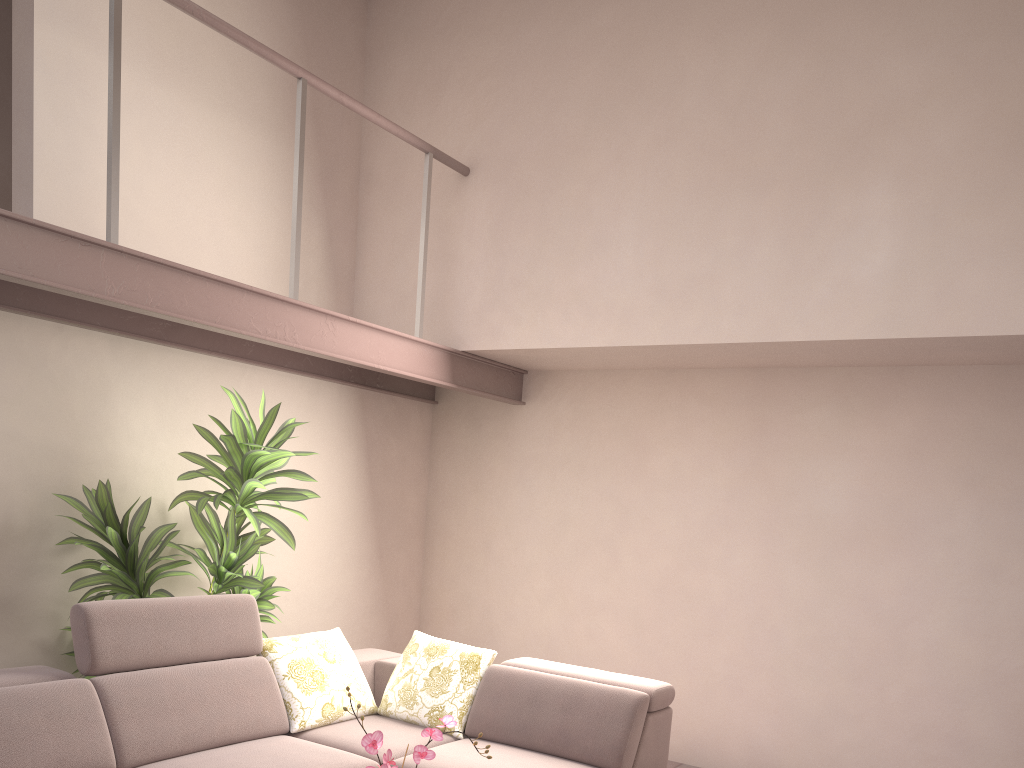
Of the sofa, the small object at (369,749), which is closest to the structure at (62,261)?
the sofa

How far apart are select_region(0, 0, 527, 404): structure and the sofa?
1.13m

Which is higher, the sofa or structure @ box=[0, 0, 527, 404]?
structure @ box=[0, 0, 527, 404]

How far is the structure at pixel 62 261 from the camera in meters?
3.1 m

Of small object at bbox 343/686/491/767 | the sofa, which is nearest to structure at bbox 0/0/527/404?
the sofa

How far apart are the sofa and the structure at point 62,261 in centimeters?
113cm

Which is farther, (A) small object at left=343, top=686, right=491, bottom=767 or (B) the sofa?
(B) the sofa

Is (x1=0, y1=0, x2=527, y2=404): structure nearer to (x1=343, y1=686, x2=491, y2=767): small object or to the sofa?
the sofa

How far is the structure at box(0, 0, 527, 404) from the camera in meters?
3.1

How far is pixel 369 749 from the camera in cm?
222
